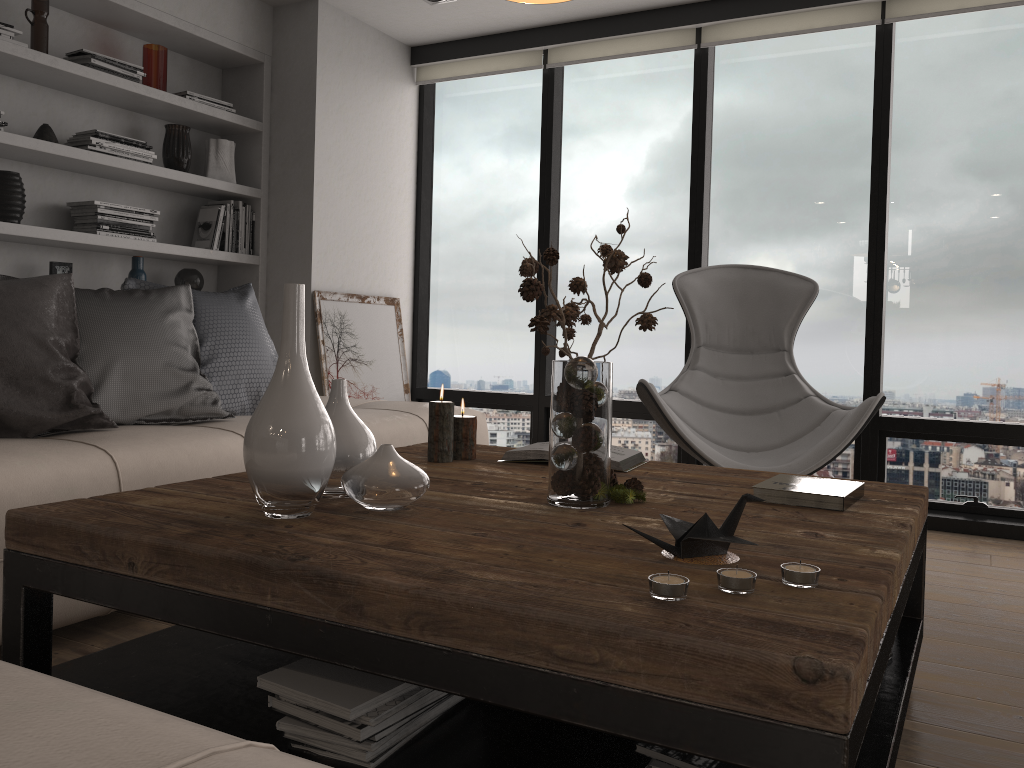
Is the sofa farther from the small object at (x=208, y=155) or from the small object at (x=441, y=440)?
the small object at (x=208, y=155)

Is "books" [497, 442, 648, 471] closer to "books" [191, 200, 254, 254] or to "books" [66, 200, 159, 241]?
"books" [66, 200, 159, 241]

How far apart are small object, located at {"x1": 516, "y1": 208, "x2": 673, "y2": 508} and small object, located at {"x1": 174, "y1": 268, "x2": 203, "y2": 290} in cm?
275

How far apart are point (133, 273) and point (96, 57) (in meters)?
0.91

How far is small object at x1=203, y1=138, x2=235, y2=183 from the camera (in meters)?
4.32

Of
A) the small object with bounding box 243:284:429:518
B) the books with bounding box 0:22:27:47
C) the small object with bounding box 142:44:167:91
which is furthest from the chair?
the books with bounding box 0:22:27:47

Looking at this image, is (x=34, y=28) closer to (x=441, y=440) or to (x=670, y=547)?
(x=441, y=440)

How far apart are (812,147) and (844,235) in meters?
0.5

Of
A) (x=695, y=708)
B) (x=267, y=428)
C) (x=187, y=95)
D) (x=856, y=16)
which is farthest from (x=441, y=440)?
(x=856, y=16)

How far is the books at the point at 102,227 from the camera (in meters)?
3.77
